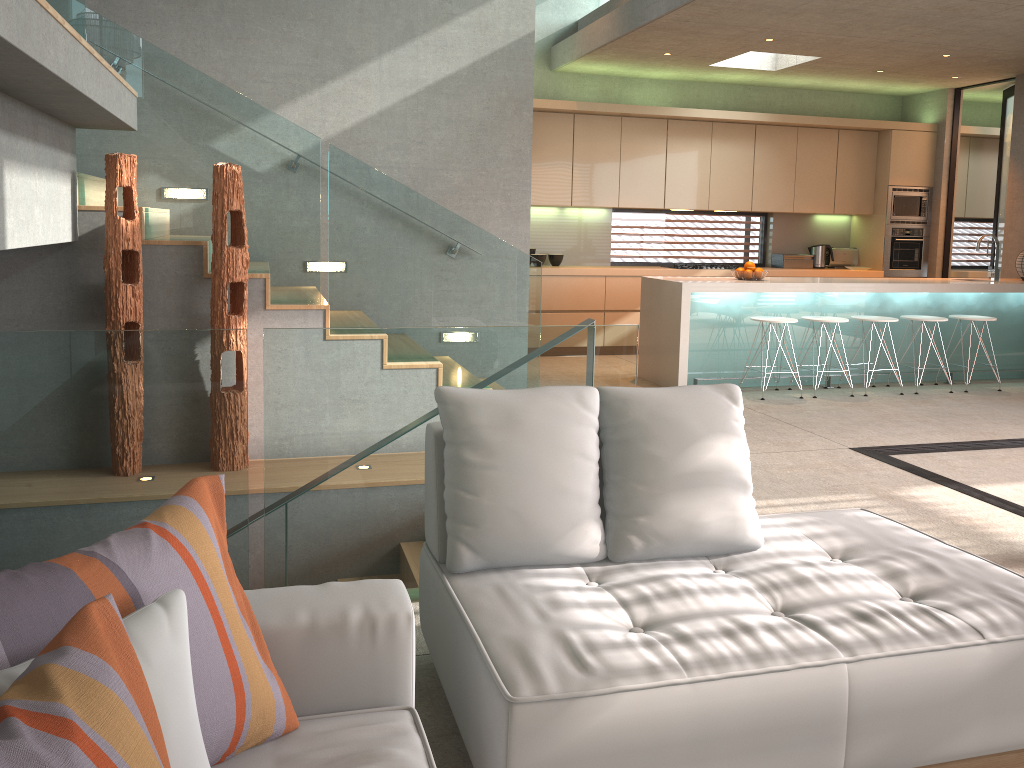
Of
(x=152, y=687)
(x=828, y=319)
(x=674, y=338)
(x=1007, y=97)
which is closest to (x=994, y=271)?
(x=828, y=319)

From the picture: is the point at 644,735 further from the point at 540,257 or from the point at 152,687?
the point at 540,257

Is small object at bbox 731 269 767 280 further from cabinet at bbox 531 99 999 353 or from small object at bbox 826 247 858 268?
small object at bbox 826 247 858 268

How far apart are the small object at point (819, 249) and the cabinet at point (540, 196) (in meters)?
0.39

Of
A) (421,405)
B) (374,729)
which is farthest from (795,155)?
(374,729)

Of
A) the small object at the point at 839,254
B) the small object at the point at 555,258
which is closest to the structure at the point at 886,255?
the small object at the point at 839,254

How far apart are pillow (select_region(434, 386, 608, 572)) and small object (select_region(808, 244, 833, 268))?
8.33m

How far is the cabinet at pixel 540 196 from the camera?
8.9m

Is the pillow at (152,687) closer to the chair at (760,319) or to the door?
the chair at (760,319)

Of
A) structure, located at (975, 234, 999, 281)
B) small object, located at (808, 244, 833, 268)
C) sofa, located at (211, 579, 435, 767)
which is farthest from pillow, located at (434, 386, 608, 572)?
small object, located at (808, 244, 833, 268)
